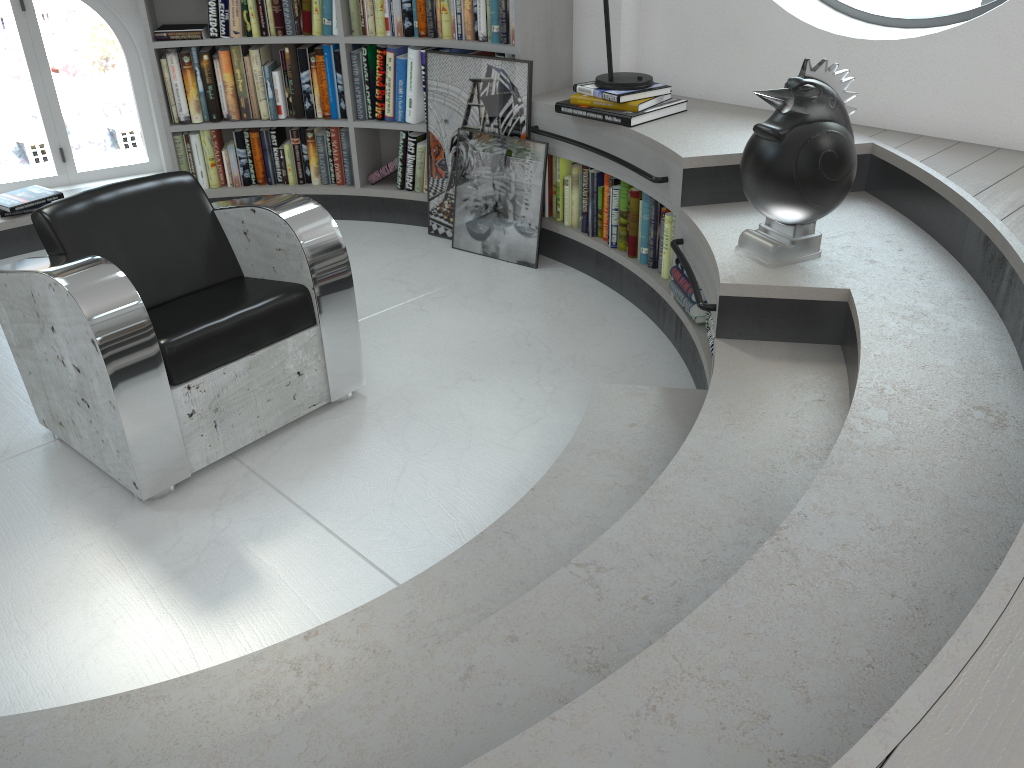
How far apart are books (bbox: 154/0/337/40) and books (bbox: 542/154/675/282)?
1.23m

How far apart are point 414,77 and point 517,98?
0.6m

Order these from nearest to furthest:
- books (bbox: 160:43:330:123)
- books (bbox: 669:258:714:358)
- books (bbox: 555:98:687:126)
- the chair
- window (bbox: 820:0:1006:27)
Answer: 1. the chair
2. books (bbox: 669:258:714:358)
3. window (bbox: 820:0:1006:27)
4. books (bbox: 555:98:687:126)
5. books (bbox: 160:43:330:123)

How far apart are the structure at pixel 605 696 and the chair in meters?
0.8 m

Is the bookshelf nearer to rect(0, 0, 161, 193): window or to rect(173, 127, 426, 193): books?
rect(173, 127, 426, 193): books

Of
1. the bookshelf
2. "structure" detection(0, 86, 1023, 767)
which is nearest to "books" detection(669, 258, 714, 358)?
"structure" detection(0, 86, 1023, 767)

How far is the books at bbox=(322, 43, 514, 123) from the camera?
4.10m

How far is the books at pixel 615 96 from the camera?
3.3 meters

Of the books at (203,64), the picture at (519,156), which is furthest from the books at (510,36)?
the picture at (519,156)

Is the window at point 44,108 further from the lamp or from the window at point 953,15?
the window at point 953,15
